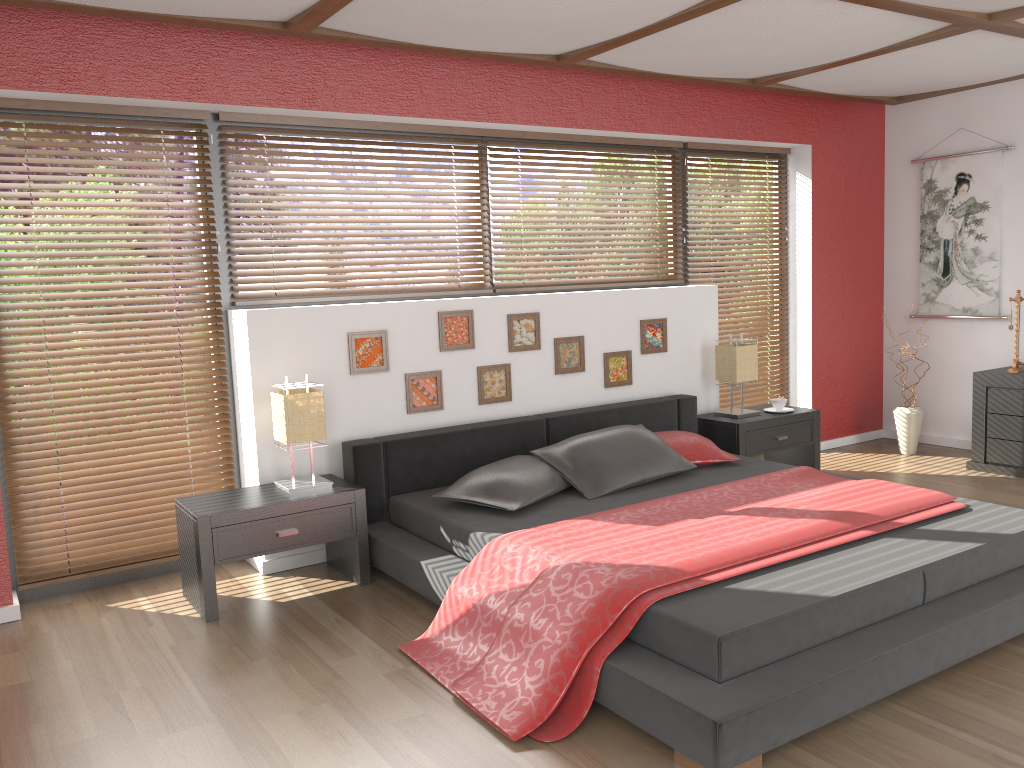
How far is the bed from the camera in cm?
241

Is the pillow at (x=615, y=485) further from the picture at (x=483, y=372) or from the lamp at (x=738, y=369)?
the lamp at (x=738, y=369)

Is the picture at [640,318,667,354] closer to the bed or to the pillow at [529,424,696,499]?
the bed

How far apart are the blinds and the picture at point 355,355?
0.6m

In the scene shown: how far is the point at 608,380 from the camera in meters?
5.0 m

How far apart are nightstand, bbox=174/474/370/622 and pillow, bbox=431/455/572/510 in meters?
0.3 m

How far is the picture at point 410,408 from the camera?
4.37m

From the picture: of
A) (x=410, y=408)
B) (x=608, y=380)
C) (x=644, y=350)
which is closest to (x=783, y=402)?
(x=644, y=350)

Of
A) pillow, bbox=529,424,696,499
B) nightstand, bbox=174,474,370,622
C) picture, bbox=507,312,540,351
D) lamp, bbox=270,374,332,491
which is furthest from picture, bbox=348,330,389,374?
pillow, bbox=529,424,696,499

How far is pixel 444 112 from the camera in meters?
4.5 m
